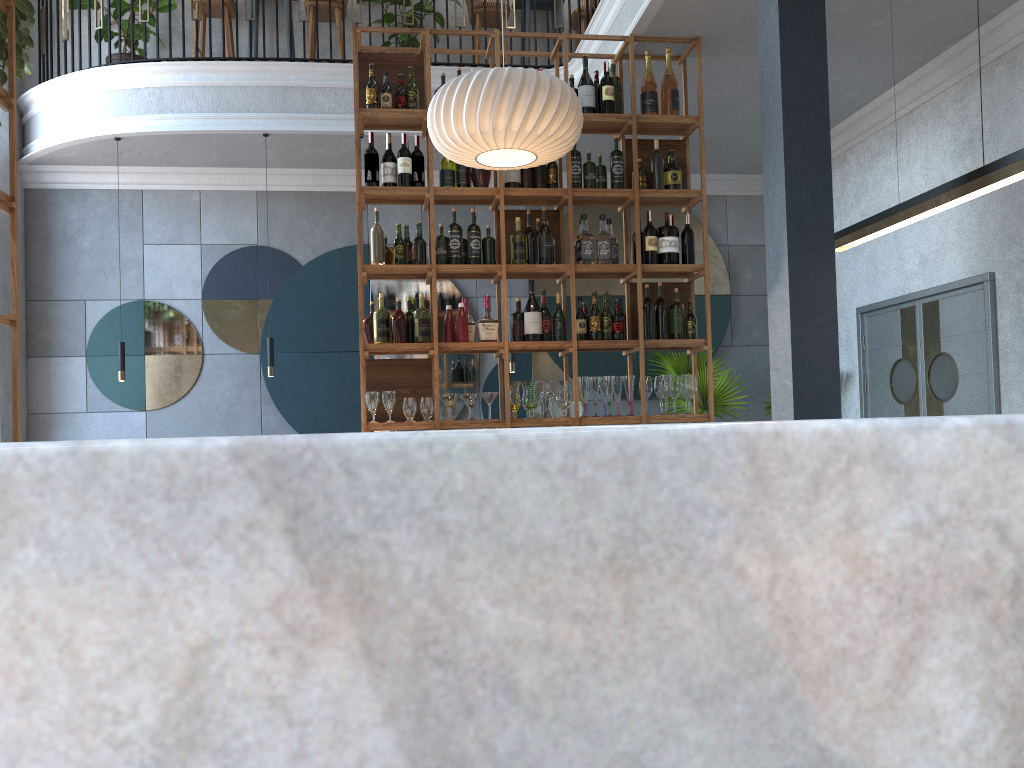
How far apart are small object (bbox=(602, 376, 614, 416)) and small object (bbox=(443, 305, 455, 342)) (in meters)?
0.89

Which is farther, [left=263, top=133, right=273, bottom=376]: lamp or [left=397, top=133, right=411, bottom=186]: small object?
[left=263, top=133, right=273, bottom=376]: lamp

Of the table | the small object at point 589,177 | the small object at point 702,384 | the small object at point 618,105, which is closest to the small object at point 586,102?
the small object at point 618,105

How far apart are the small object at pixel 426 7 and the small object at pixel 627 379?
3.9m

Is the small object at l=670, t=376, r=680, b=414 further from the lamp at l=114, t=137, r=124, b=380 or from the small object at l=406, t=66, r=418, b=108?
the lamp at l=114, t=137, r=124, b=380

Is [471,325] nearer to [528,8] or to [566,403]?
[566,403]

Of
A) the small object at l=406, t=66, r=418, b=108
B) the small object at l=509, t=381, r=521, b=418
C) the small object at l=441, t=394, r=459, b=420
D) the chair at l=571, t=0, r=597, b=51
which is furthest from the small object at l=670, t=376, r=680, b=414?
the chair at l=571, t=0, r=597, b=51

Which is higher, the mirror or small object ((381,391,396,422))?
the mirror

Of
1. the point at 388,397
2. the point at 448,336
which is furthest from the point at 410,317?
the point at 388,397

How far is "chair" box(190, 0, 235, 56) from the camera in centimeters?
710cm
